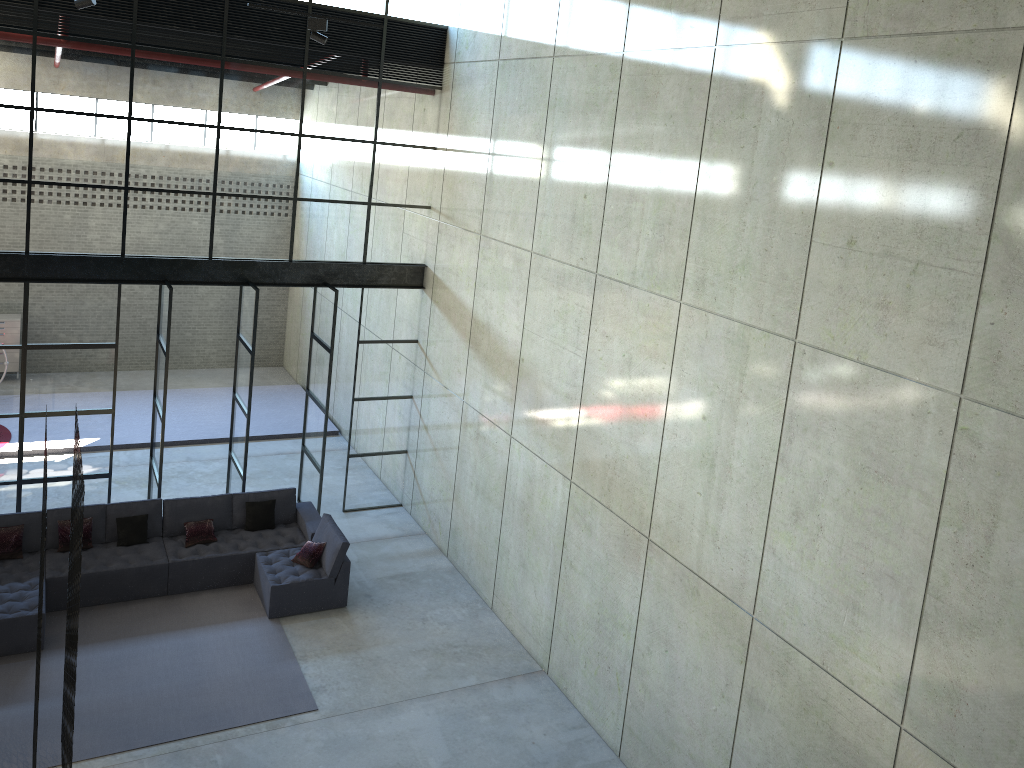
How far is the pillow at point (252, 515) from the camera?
11.8m

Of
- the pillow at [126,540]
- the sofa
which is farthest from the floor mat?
the pillow at [126,540]

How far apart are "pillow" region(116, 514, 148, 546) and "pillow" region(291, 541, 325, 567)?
1.9 meters

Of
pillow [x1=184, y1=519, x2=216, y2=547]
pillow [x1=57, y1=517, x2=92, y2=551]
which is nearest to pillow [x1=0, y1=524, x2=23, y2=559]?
pillow [x1=57, y1=517, x2=92, y2=551]

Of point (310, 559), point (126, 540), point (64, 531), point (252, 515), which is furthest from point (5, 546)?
point (310, 559)

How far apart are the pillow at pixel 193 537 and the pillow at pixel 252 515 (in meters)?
0.51

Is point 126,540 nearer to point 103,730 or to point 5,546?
point 5,546

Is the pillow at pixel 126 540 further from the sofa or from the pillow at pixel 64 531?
the pillow at pixel 64 531

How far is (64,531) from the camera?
10.7m

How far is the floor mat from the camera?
8.6m
